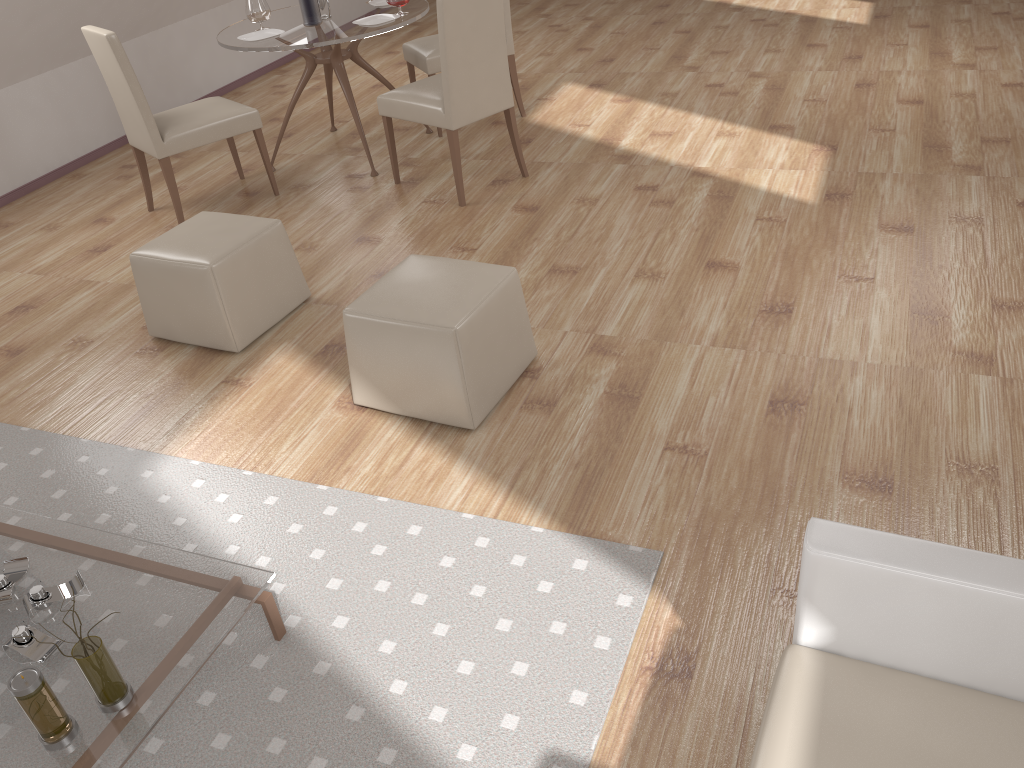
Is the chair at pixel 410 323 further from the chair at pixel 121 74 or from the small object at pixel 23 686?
the chair at pixel 121 74

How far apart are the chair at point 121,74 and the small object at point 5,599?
2.7m

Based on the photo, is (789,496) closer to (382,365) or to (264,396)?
(382,365)

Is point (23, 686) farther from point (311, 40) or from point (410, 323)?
point (311, 40)

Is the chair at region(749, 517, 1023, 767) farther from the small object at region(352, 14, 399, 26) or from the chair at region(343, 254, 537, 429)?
the small object at region(352, 14, 399, 26)

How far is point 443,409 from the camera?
2.9m

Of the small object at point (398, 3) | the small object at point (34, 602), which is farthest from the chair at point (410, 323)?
the small object at point (398, 3)

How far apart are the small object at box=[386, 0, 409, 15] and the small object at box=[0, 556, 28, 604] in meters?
3.6

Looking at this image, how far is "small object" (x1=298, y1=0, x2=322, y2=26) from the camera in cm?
479

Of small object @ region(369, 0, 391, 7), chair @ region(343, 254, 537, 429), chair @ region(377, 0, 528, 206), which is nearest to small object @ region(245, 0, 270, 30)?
small object @ region(369, 0, 391, 7)
